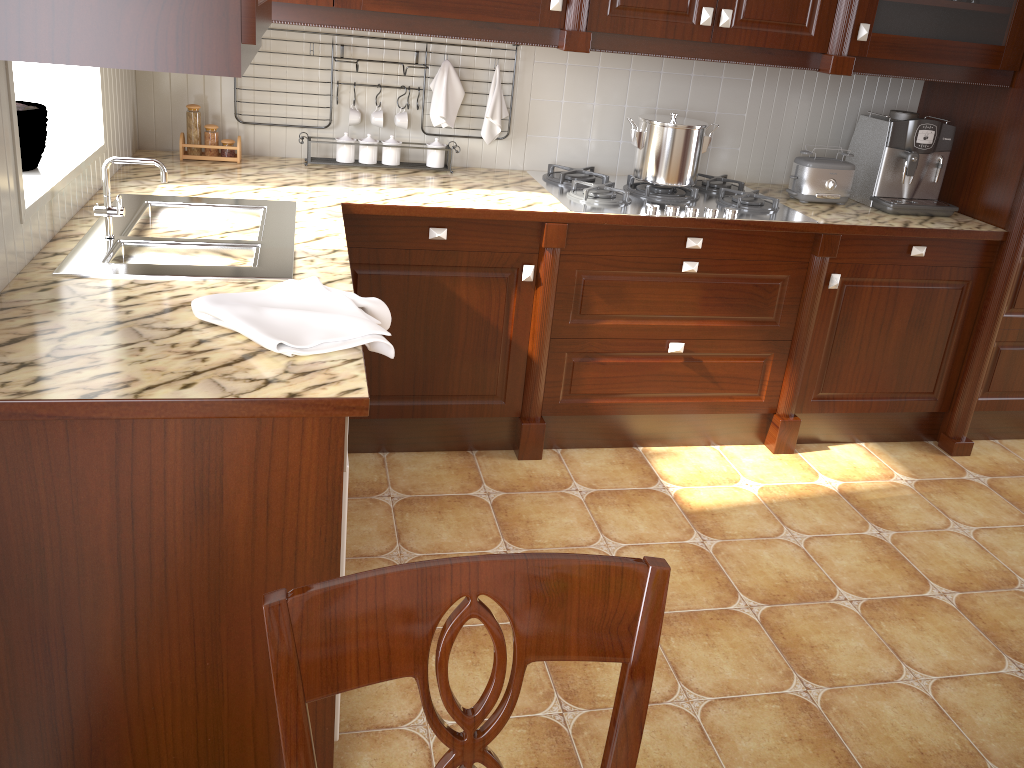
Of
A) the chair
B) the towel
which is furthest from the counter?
the chair

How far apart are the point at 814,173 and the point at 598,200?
0.8m

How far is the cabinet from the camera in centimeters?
105cm

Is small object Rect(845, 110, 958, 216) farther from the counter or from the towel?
the towel

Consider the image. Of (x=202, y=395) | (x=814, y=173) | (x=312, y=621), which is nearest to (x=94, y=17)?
(x=202, y=395)

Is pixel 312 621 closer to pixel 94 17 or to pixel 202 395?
pixel 202 395

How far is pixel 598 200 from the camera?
2.7 meters

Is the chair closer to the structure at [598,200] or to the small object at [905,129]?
the structure at [598,200]

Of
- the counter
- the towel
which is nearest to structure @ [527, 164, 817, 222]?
the counter

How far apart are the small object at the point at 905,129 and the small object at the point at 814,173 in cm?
9
